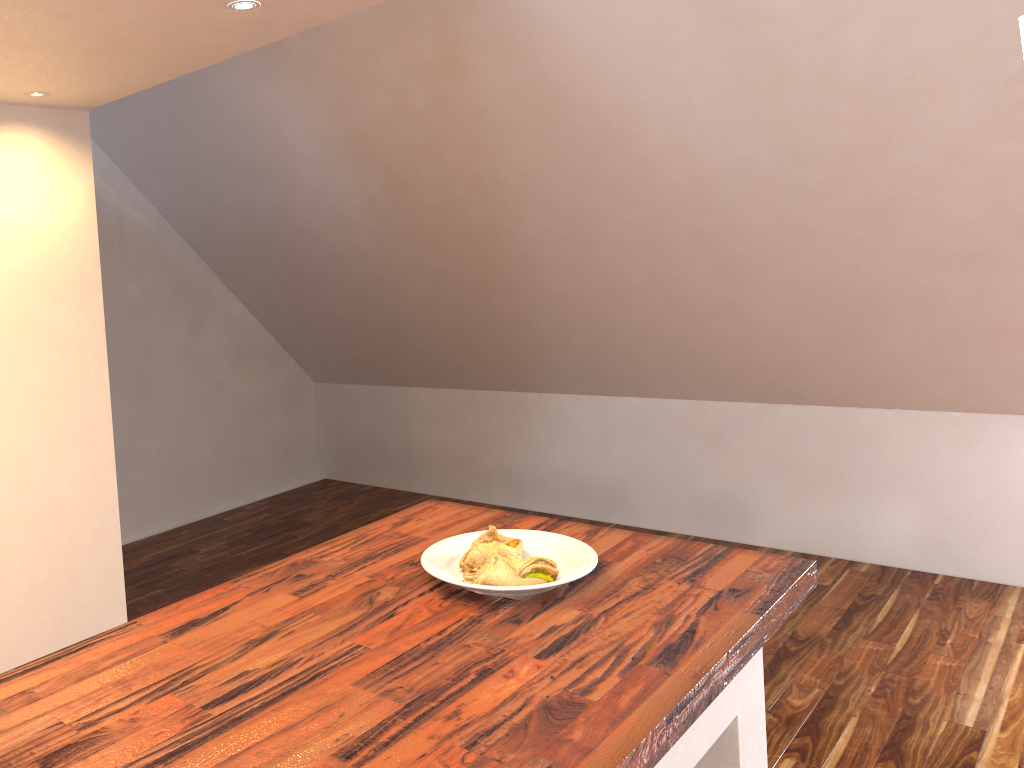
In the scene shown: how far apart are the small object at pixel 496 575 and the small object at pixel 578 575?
0.0m

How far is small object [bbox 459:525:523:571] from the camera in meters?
1.5

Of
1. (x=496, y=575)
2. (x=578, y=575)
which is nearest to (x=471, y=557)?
(x=496, y=575)

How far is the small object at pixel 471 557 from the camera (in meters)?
1.53

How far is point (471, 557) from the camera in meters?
1.5 m

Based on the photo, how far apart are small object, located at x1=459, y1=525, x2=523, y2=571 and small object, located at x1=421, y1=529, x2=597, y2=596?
0.0 meters

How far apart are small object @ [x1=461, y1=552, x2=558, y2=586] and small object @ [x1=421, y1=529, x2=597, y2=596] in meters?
0.0 m

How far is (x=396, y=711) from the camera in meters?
1.1

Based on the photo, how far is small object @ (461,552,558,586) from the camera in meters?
1.5

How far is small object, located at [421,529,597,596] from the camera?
1.45m
